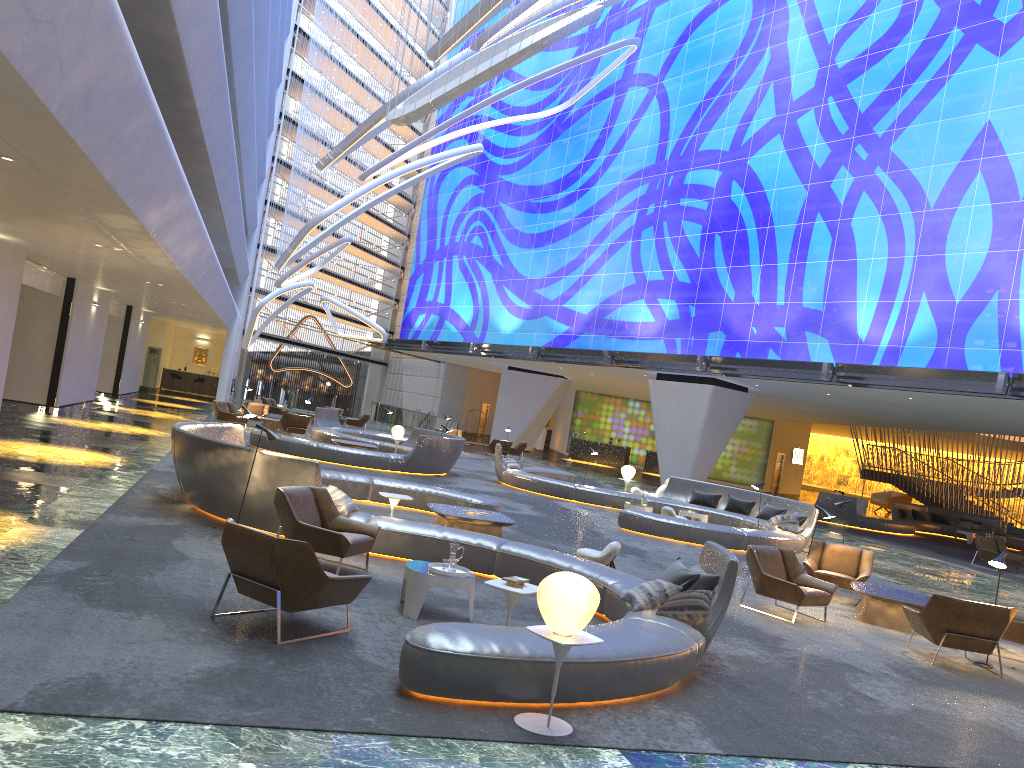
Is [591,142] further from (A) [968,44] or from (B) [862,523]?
(B) [862,523]

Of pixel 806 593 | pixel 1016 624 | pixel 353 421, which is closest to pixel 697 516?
pixel 806 593

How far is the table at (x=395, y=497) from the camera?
11.07m

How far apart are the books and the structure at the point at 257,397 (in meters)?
43.05

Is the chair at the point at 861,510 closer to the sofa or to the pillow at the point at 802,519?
the sofa

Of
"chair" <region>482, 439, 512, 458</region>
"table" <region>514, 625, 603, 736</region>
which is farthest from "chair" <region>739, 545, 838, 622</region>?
"chair" <region>482, 439, 512, 458</region>

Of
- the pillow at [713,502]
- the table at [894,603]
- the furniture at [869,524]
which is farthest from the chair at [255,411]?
the table at [894,603]

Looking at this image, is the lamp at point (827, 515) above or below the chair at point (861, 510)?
above

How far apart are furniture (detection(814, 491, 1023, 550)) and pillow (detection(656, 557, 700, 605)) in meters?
22.6 m

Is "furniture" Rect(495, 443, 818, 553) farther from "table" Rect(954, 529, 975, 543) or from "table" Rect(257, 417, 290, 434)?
"table" Rect(954, 529, 975, 543)
